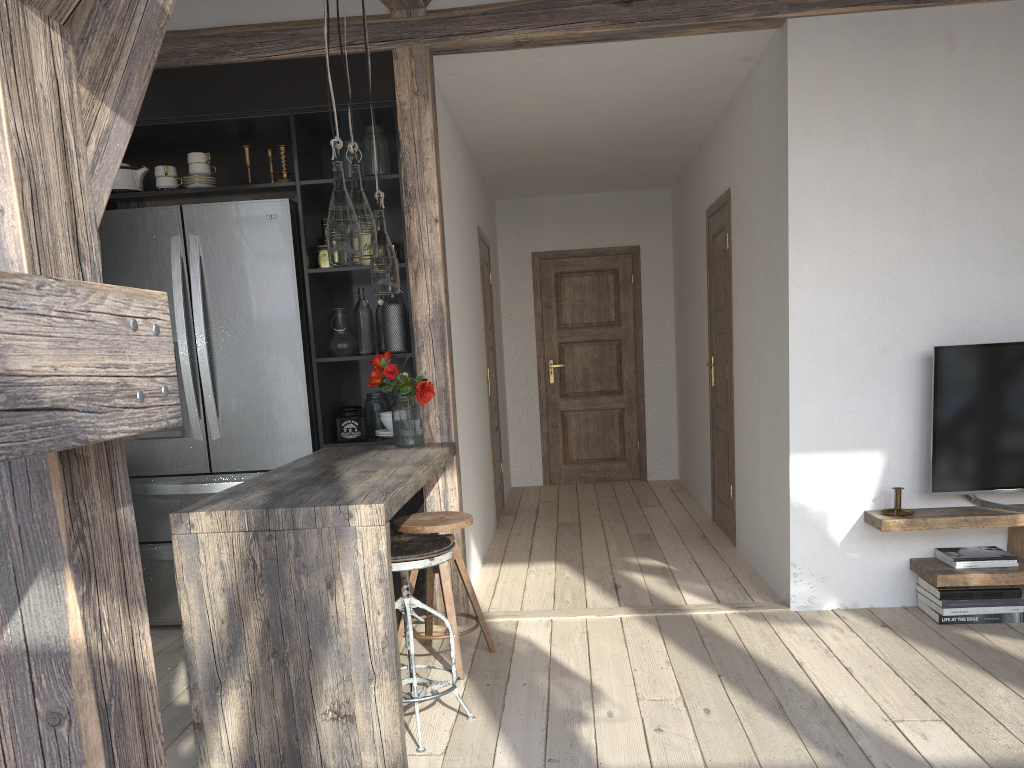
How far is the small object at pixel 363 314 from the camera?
4.0 meters

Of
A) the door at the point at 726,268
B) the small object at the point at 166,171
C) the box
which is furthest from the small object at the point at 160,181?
the door at the point at 726,268

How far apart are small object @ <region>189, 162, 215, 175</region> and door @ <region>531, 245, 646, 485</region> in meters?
4.2 m

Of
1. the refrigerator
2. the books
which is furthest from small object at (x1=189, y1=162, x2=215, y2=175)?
the books

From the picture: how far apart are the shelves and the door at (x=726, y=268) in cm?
141

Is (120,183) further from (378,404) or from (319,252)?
(378,404)

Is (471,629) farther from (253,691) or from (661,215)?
(661,215)

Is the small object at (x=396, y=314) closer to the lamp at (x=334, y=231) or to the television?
the lamp at (x=334, y=231)

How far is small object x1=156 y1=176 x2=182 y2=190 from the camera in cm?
398

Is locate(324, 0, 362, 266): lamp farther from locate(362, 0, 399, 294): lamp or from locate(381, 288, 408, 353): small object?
locate(381, 288, 408, 353): small object
